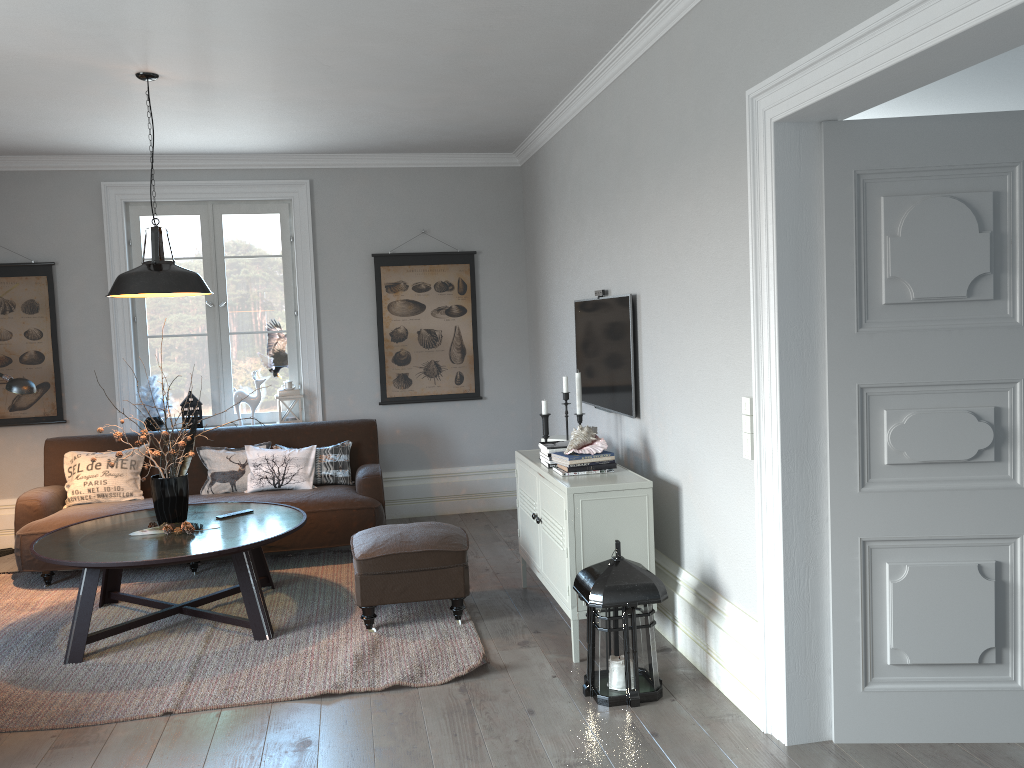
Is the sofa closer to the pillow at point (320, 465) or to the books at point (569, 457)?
the pillow at point (320, 465)

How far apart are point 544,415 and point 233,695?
1.9 meters

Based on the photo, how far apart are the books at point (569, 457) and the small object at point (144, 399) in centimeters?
352cm

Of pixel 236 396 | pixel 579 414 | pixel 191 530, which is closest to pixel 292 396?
pixel 236 396

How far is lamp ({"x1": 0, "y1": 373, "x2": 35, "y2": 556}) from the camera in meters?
4.8

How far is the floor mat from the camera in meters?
3.6 m

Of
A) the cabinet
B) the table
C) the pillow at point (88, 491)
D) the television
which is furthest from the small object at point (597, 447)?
the pillow at point (88, 491)

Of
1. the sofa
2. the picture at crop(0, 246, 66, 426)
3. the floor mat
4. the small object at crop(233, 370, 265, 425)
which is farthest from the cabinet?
the picture at crop(0, 246, 66, 426)

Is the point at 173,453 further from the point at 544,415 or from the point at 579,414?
the point at 579,414

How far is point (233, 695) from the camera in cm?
357
